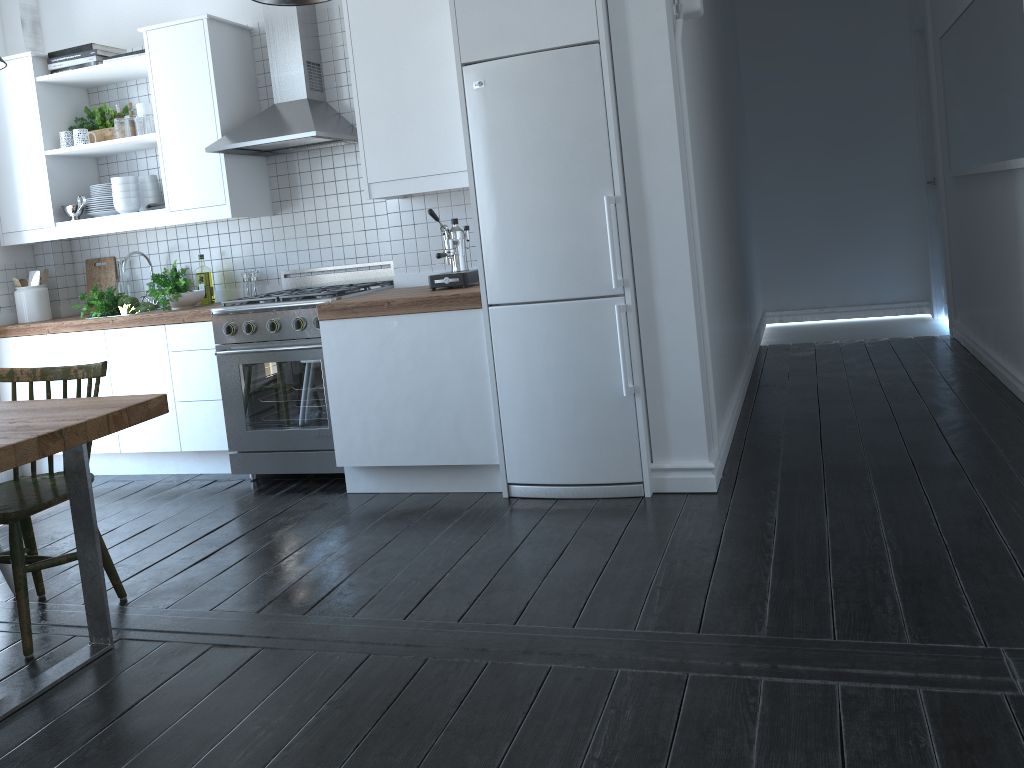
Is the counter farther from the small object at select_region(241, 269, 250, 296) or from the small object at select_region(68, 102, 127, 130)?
the small object at select_region(68, 102, 127, 130)

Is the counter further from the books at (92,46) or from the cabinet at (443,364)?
the books at (92,46)

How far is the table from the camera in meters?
2.4 m

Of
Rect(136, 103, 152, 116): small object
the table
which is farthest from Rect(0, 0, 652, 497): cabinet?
the table

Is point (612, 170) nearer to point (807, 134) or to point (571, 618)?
point (571, 618)

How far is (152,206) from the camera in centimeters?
468cm

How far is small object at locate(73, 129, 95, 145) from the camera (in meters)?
4.78

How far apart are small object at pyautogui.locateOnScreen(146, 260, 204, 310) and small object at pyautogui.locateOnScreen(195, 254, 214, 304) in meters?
0.1

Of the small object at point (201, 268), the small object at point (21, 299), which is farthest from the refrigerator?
the small object at point (21, 299)

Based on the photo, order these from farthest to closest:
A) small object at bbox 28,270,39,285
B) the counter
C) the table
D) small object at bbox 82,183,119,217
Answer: small object at bbox 28,270,39,285 < small object at bbox 82,183,119,217 < the counter < the table
